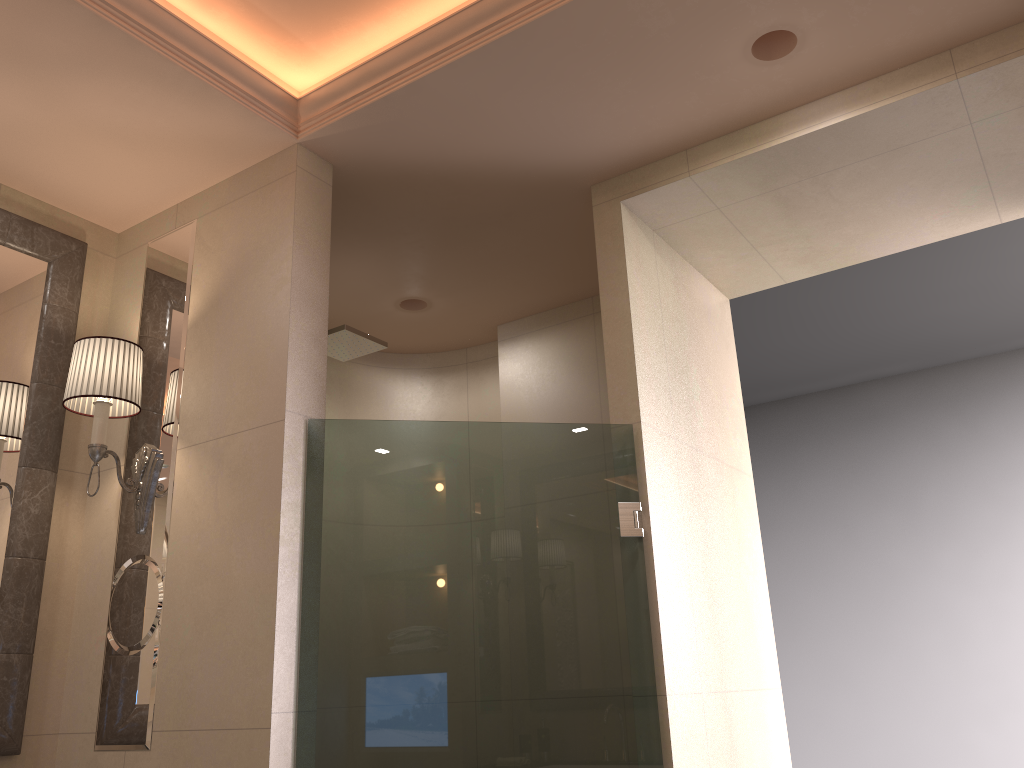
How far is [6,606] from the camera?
2.1 meters

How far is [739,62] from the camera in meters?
2.0 m

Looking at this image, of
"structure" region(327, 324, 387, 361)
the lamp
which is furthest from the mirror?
"structure" region(327, 324, 387, 361)

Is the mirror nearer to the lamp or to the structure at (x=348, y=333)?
the lamp

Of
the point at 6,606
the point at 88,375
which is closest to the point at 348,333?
the point at 88,375

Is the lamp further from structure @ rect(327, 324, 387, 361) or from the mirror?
structure @ rect(327, 324, 387, 361)

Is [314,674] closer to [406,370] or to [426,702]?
[426,702]

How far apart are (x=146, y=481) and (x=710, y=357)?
1.6 meters

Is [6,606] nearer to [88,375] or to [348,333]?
[88,375]

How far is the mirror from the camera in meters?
2.1 m
